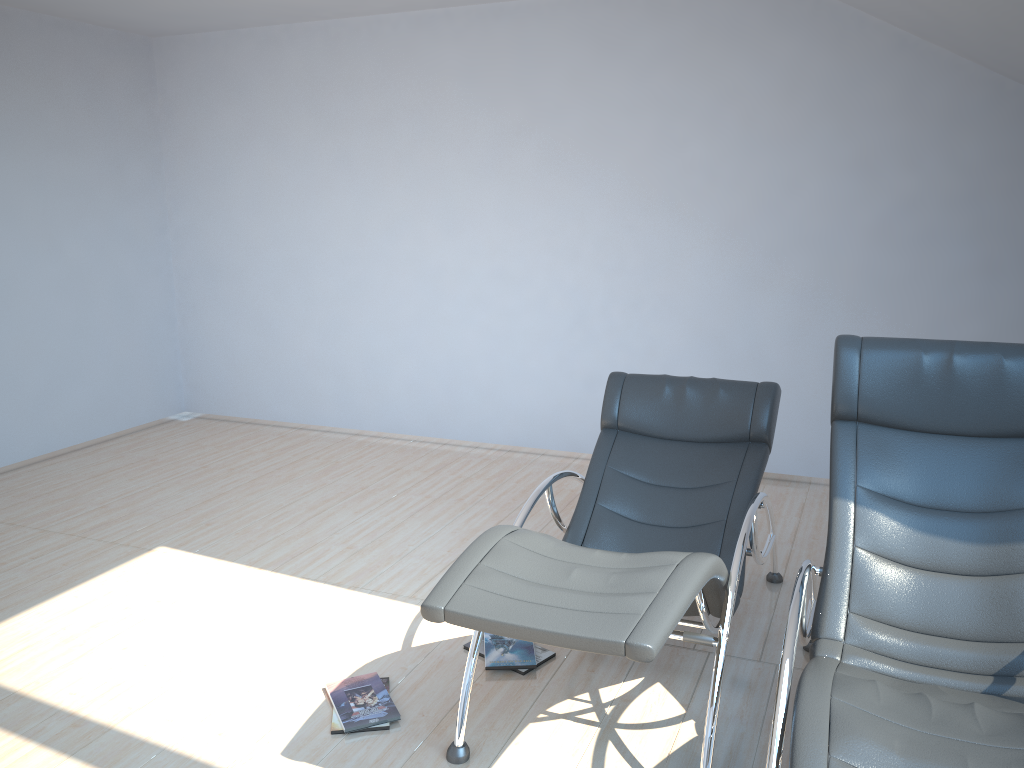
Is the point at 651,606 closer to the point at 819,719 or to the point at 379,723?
the point at 819,719

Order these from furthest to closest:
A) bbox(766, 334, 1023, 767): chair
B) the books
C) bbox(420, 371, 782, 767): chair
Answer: the books
bbox(420, 371, 782, 767): chair
bbox(766, 334, 1023, 767): chair

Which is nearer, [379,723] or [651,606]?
[651,606]

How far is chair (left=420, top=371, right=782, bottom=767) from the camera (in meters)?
2.24

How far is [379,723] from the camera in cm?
294

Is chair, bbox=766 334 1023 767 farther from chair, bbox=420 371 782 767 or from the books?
the books

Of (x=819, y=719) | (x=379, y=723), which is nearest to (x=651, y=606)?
(x=819, y=719)

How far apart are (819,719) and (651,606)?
0.5m

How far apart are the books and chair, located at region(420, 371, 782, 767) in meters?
0.3 m

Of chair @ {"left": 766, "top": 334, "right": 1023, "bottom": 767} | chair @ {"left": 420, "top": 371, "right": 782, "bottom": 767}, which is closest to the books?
chair @ {"left": 420, "top": 371, "right": 782, "bottom": 767}
